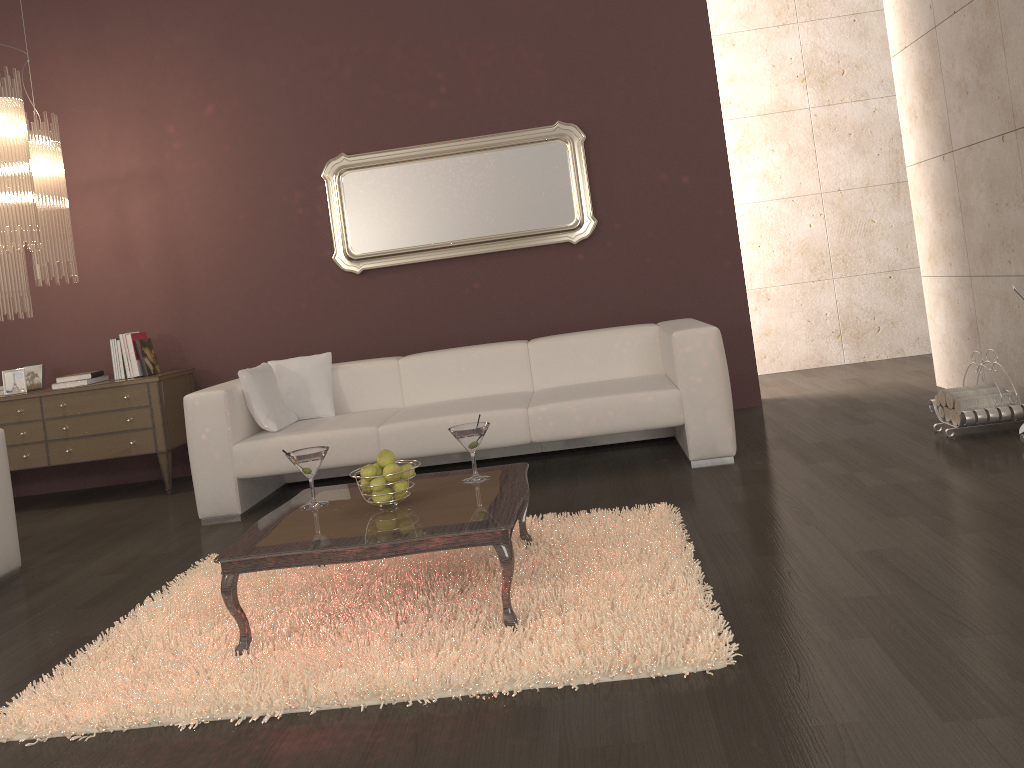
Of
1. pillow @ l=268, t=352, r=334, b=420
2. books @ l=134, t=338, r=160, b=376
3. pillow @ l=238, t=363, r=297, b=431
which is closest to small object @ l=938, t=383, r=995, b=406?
pillow @ l=268, t=352, r=334, b=420

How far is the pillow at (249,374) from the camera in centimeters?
465cm

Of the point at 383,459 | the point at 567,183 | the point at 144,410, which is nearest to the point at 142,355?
the point at 144,410

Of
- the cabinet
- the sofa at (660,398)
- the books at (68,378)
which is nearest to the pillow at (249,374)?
the sofa at (660,398)

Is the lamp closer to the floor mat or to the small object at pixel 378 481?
the floor mat

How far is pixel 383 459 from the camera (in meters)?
2.90

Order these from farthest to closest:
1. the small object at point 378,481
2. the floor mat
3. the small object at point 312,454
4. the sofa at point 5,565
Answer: the sofa at point 5,565
the small object at point 312,454
the small object at point 378,481
the floor mat

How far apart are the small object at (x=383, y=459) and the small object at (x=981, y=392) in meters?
2.8 m

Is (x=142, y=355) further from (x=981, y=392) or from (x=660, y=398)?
(x=981, y=392)

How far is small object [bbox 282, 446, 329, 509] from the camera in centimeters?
303cm
